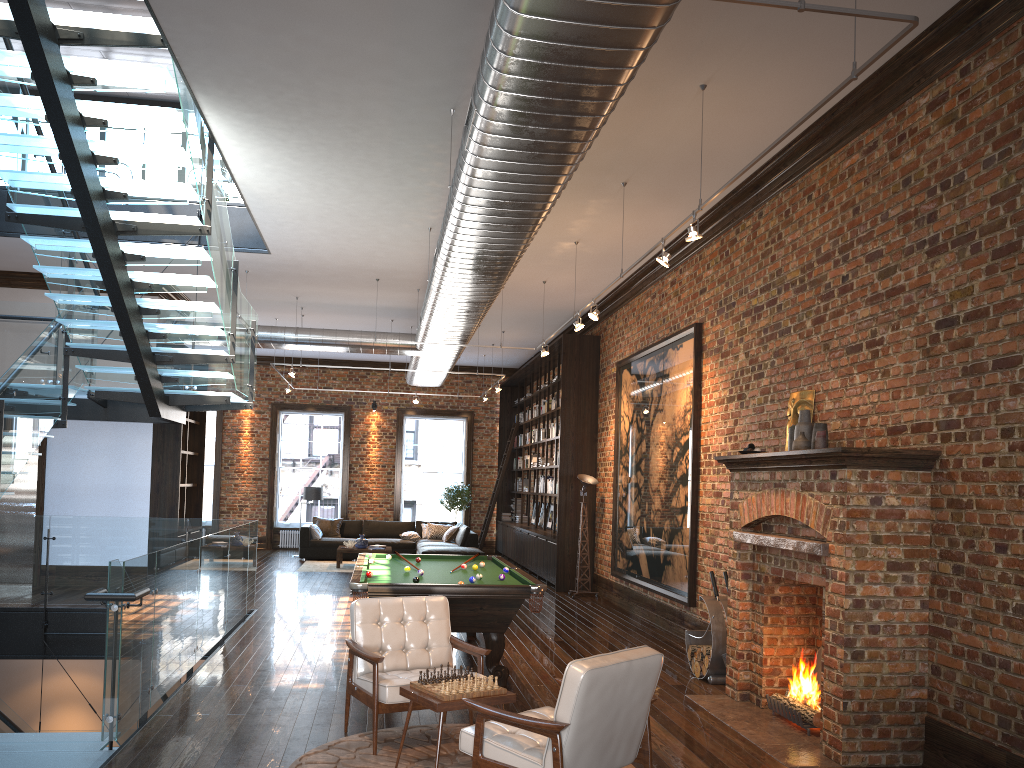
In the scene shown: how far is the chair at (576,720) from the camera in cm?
384

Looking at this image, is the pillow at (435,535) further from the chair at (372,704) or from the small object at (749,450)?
the chair at (372,704)

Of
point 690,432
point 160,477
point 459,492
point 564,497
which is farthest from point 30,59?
point 459,492

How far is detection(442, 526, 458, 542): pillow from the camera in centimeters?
1798cm

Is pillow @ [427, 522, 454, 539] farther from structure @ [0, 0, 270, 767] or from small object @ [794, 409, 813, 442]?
small object @ [794, 409, 813, 442]

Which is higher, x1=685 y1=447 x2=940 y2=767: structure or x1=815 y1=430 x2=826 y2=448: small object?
x1=815 y1=430 x2=826 y2=448: small object

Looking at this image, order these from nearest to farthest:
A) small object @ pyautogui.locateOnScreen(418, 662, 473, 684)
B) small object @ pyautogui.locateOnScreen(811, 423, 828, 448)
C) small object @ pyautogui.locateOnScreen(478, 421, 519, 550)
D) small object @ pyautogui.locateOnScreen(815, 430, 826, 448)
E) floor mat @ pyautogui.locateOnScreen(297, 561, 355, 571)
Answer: small object @ pyautogui.locateOnScreen(418, 662, 473, 684)
small object @ pyautogui.locateOnScreen(815, 430, 826, 448)
small object @ pyautogui.locateOnScreen(811, 423, 828, 448)
floor mat @ pyautogui.locateOnScreen(297, 561, 355, 571)
small object @ pyautogui.locateOnScreen(478, 421, 519, 550)

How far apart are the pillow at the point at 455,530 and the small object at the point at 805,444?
12.1m

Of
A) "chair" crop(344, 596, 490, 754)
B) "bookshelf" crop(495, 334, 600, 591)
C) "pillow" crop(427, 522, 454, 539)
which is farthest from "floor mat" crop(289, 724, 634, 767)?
"pillow" crop(427, 522, 454, 539)

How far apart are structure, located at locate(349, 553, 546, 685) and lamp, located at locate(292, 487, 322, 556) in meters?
8.9
